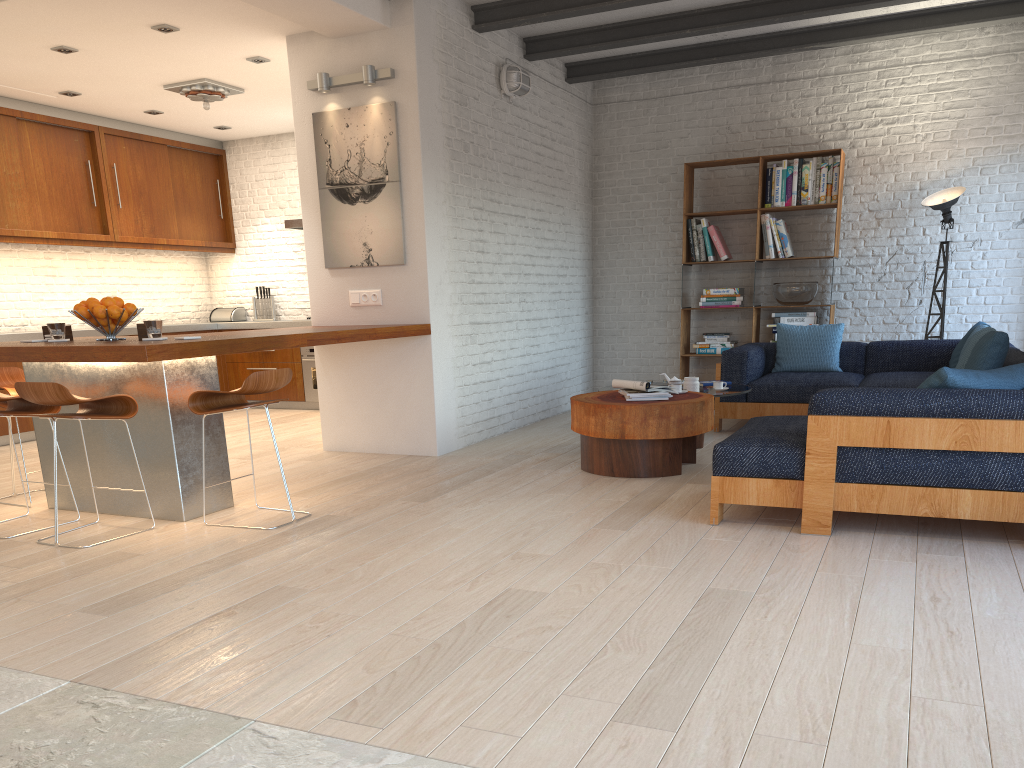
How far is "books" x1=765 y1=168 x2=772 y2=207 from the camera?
8.0 meters

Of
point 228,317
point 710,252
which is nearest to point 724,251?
point 710,252

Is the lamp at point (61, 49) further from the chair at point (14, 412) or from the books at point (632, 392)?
the books at point (632, 392)

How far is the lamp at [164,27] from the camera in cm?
596

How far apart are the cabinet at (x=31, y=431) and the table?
4.1 meters

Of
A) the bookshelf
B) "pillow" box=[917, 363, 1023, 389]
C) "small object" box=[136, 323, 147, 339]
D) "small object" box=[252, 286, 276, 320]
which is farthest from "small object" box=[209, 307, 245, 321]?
"pillow" box=[917, 363, 1023, 389]

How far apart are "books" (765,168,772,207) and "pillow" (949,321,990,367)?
2.2 meters

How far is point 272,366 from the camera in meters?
9.4

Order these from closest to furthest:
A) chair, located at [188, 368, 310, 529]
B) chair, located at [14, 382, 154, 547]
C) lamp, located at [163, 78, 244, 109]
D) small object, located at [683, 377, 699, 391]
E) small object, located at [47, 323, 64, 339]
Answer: chair, located at [14, 382, 154, 547]
chair, located at [188, 368, 310, 529]
small object, located at [47, 323, 64, 339]
small object, located at [683, 377, 699, 391]
lamp, located at [163, 78, 244, 109]

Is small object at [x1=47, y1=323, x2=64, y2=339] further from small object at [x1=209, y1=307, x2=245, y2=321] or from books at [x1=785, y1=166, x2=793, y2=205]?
books at [x1=785, y1=166, x2=793, y2=205]
